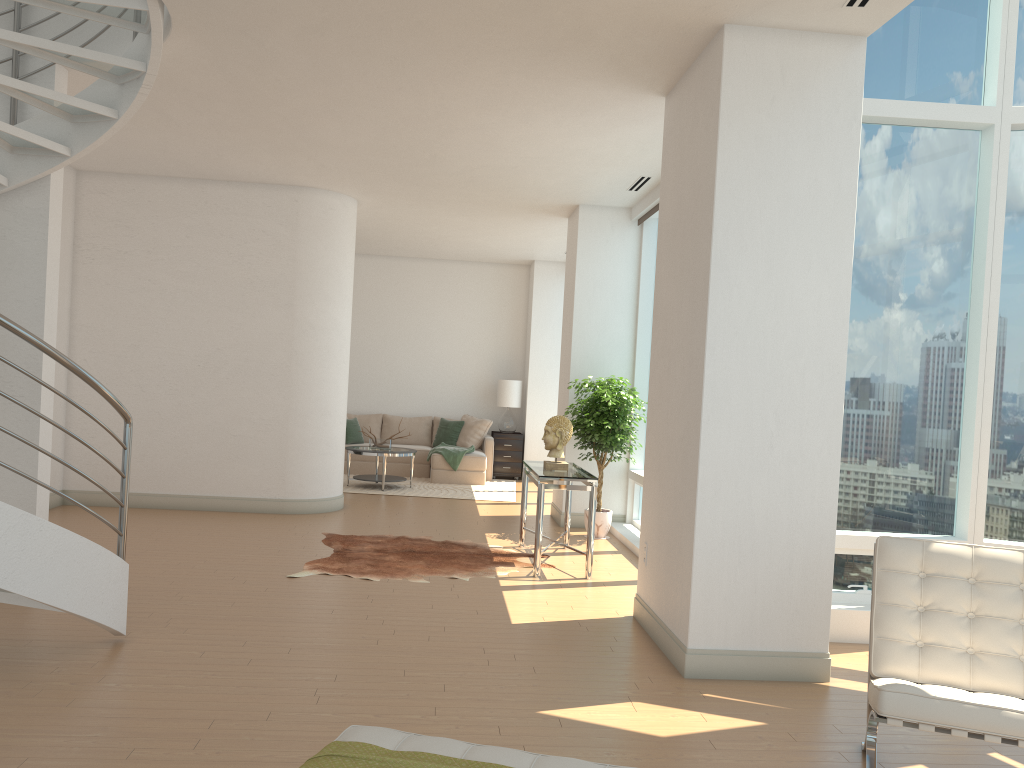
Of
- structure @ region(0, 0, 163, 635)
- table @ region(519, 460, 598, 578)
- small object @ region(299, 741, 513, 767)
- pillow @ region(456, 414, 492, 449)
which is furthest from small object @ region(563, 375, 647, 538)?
small object @ region(299, 741, 513, 767)

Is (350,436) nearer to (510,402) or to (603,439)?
(510,402)

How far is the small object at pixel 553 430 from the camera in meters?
7.3 m

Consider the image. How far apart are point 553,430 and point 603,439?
1.3m

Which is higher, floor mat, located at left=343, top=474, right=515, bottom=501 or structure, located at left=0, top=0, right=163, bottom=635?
structure, located at left=0, top=0, right=163, bottom=635

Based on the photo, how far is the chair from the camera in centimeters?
292cm

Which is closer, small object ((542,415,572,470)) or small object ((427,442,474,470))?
small object ((542,415,572,470))

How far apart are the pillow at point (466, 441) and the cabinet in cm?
22

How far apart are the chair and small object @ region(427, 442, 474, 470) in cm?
907

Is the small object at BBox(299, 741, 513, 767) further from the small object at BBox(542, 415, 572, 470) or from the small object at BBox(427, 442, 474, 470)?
the small object at BBox(427, 442, 474, 470)
